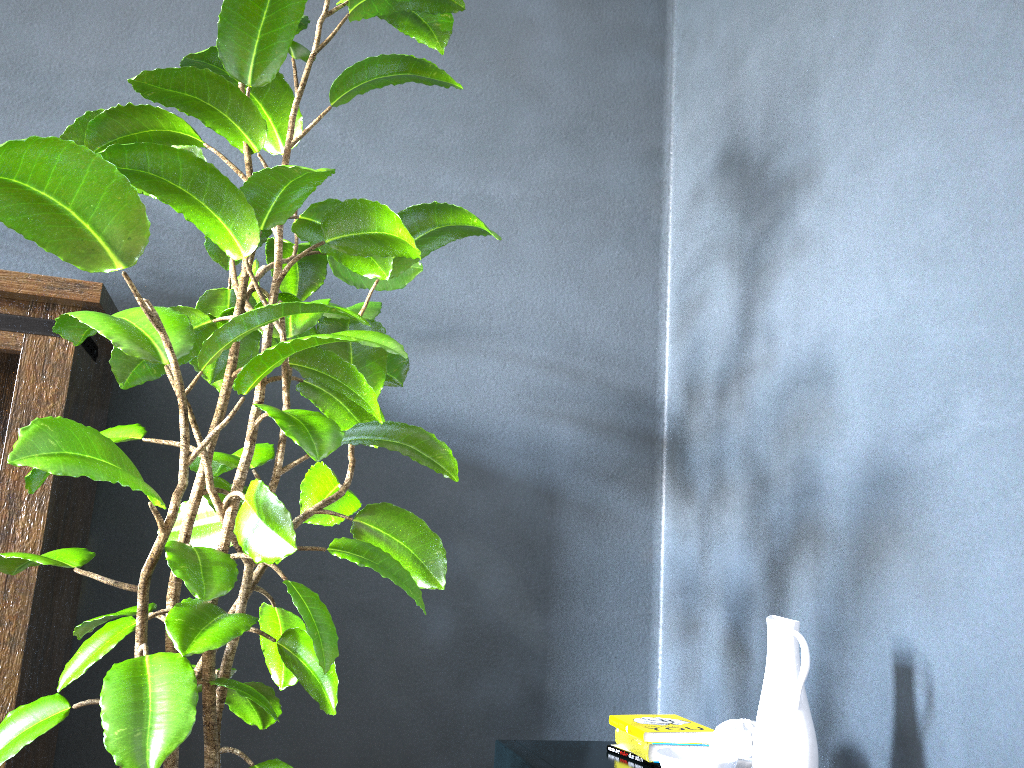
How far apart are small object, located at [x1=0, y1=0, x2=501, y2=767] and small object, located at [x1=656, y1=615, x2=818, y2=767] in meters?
0.4 m

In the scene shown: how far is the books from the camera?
1.49m

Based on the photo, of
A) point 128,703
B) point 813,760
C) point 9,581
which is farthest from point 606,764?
point 9,581

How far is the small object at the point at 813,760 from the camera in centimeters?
122cm

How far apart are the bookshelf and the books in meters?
1.0

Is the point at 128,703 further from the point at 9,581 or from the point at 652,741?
the point at 652,741

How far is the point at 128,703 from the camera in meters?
1.0 m

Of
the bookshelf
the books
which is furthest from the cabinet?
the bookshelf

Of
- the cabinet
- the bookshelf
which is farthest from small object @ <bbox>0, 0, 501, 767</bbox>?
the cabinet

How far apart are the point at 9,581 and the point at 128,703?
0.67m
